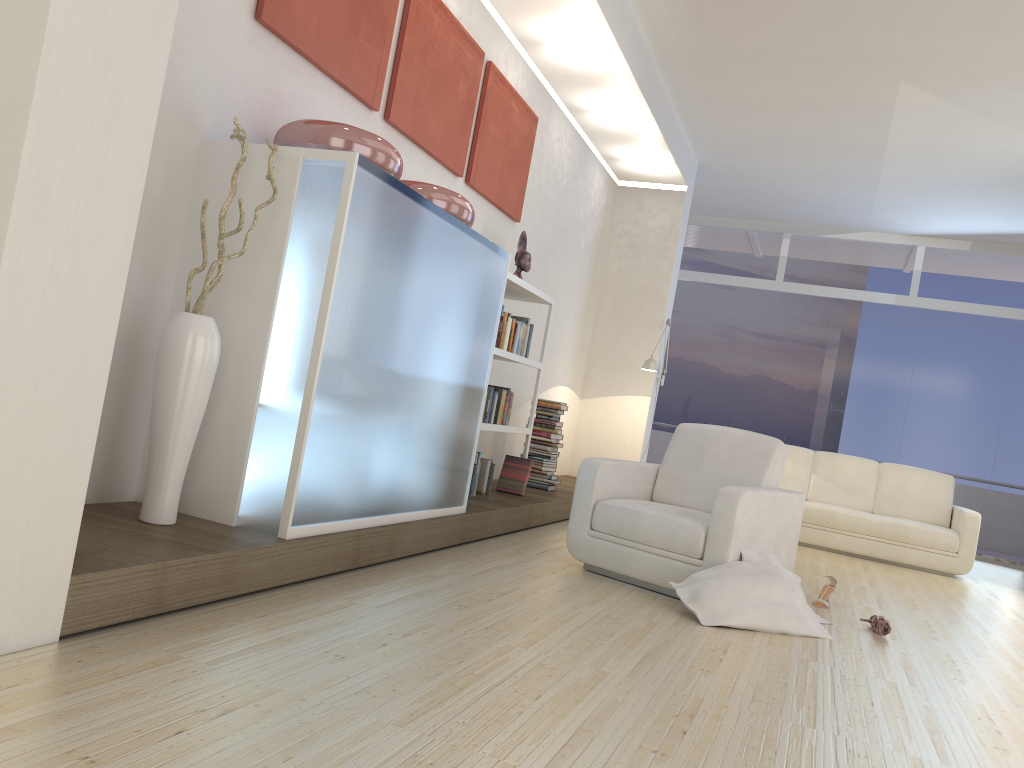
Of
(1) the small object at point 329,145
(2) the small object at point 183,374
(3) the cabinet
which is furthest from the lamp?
(2) the small object at point 183,374

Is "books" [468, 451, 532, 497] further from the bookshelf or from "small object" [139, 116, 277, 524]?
"small object" [139, 116, 277, 524]

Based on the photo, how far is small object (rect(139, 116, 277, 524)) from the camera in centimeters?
296cm

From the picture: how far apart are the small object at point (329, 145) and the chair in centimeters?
182cm

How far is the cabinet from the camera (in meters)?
3.17

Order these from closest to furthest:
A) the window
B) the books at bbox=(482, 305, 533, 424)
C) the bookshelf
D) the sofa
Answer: the bookshelf → the books at bbox=(482, 305, 533, 424) → the sofa → the window

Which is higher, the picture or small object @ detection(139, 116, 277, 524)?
the picture

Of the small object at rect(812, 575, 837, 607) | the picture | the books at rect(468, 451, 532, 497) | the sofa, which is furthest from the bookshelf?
the sofa

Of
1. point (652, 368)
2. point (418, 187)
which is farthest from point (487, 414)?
point (652, 368)

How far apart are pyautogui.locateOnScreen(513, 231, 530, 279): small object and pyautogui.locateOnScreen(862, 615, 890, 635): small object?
3.09m
